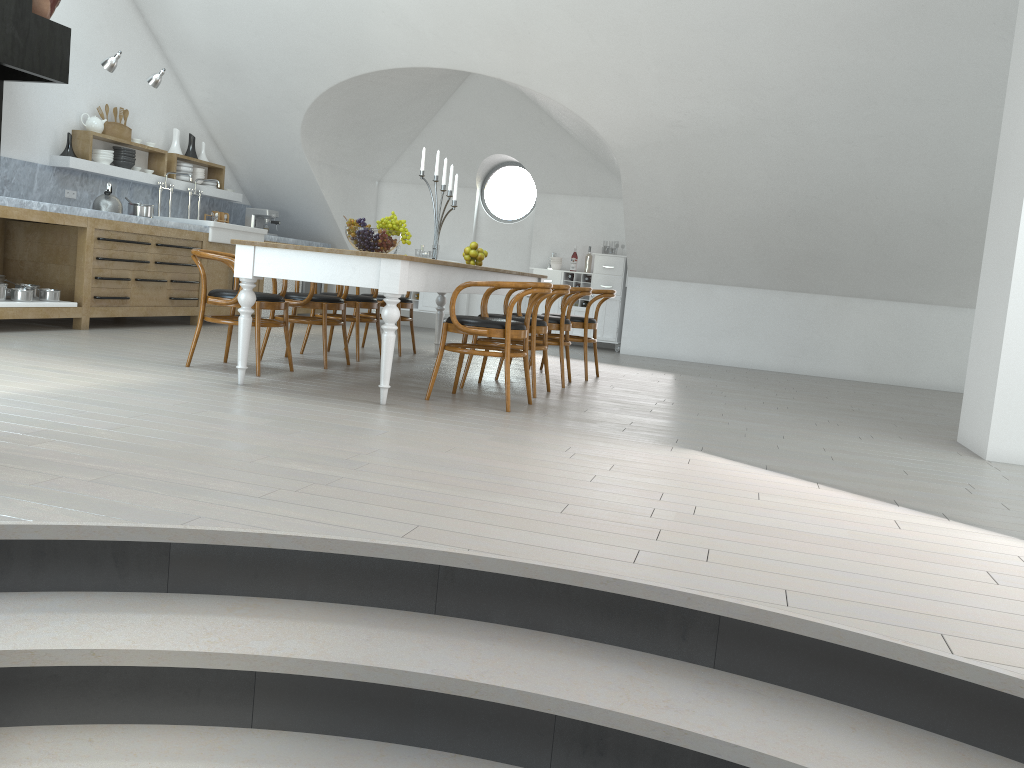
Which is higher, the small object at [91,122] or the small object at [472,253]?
the small object at [91,122]

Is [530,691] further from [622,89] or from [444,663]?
[622,89]

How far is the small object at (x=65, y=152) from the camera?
7.8m

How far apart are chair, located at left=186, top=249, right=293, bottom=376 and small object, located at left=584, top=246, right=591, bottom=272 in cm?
574

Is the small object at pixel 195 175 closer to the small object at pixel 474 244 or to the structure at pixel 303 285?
the structure at pixel 303 285

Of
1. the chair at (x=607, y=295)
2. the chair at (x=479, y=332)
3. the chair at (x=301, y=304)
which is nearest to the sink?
the chair at (x=301, y=304)

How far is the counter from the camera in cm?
700

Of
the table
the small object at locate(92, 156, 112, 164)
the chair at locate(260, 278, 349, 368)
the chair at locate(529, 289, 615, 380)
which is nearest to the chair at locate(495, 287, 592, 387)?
the chair at locate(529, 289, 615, 380)

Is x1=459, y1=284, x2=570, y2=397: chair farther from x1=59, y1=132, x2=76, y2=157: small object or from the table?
x1=59, y1=132, x2=76, y2=157: small object

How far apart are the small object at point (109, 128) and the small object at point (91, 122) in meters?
0.2 m
